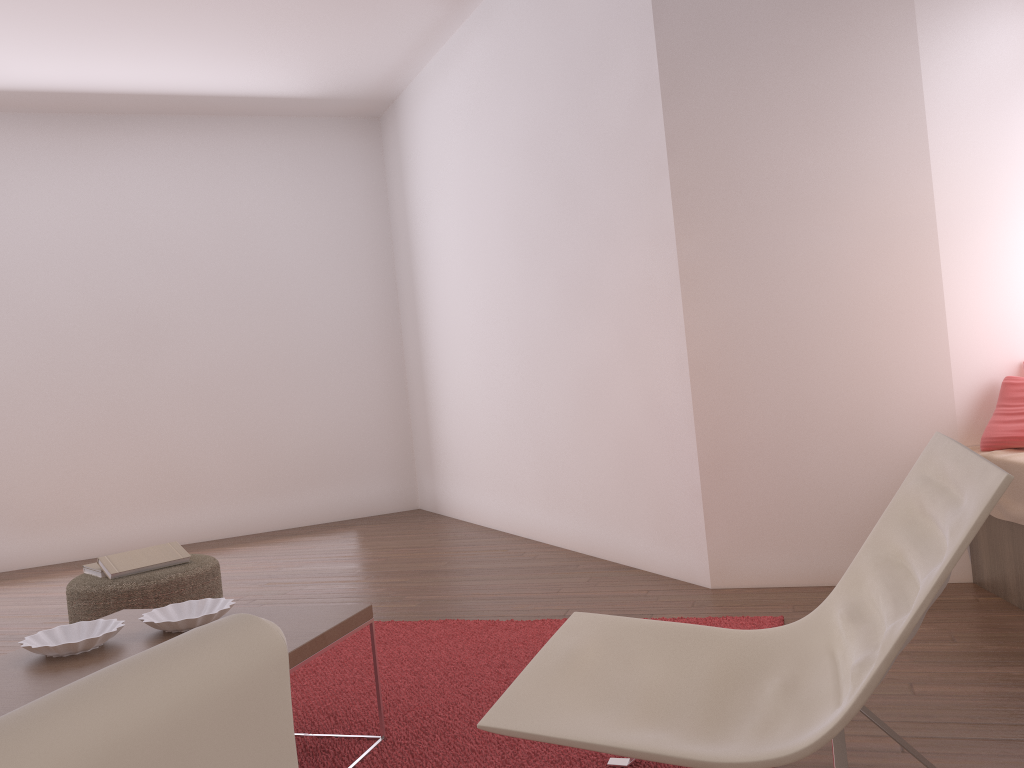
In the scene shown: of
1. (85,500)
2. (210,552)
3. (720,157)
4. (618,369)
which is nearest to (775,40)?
(720,157)

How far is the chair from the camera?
1.38m

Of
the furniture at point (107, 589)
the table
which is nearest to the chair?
the table

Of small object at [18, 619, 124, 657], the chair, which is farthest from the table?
the chair

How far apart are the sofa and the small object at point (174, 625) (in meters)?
1.58

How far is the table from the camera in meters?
2.0 m

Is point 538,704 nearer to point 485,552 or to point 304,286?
point 485,552

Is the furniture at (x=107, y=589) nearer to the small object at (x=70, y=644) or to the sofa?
the small object at (x=70, y=644)

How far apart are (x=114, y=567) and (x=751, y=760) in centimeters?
297cm

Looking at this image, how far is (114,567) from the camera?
3.6 meters
